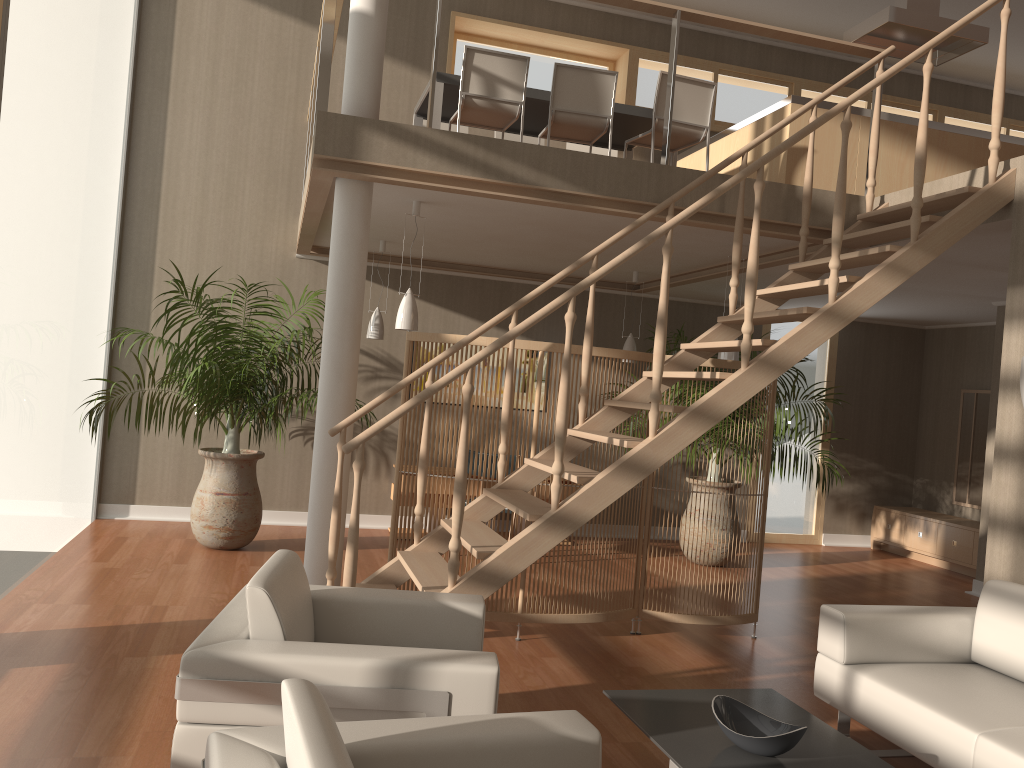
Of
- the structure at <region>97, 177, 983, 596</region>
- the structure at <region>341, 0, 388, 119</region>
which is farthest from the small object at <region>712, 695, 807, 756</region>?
the structure at <region>341, 0, 388, 119</region>

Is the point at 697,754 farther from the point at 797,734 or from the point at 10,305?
the point at 10,305

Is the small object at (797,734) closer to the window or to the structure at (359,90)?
the structure at (359,90)

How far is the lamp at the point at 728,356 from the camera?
6.0 meters

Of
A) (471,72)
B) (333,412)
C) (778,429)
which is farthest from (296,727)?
A: (778,429)

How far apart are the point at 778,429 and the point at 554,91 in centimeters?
338cm

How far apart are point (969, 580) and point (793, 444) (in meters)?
2.05

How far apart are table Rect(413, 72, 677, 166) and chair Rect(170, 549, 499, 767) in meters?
3.6

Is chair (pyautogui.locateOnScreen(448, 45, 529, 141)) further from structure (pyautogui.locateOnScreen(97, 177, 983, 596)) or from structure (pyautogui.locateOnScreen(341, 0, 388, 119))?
structure (pyautogui.locateOnScreen(97, 177, 983, 596))

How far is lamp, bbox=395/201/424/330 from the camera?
5.4m
